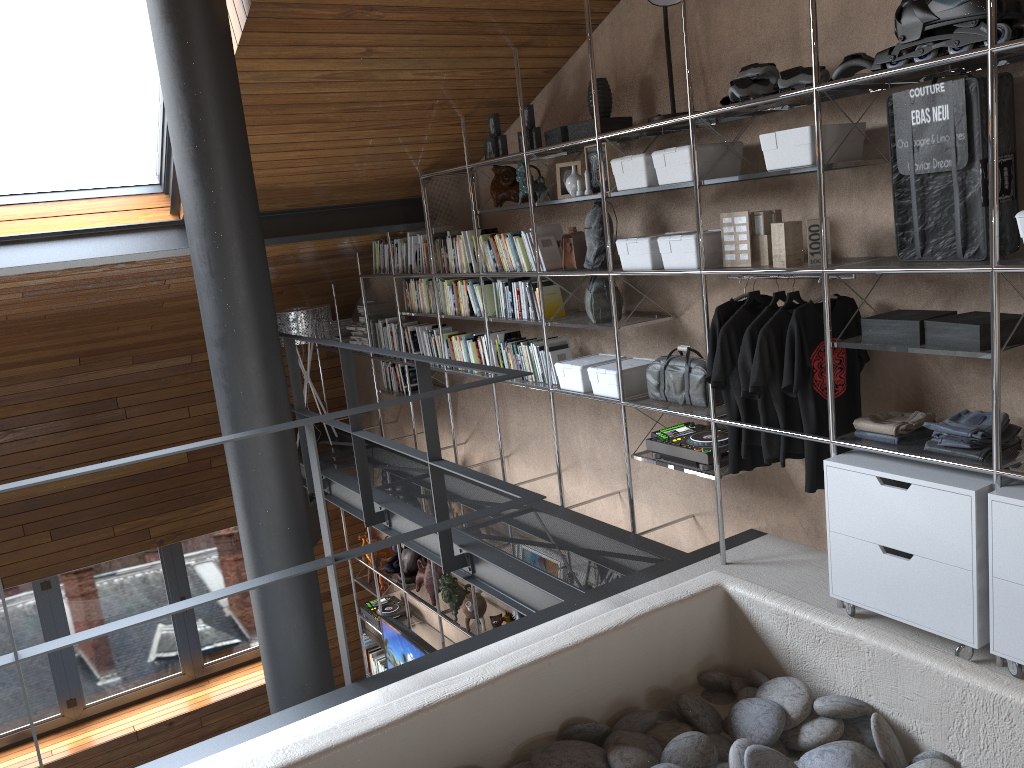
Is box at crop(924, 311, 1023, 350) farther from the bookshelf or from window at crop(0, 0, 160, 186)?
window at crop(0, 0, 160, 186)

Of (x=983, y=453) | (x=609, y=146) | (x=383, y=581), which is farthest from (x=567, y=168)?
(x=383, y=581)

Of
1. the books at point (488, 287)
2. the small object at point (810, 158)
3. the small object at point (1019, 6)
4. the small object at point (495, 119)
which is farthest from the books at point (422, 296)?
the small object at point (1019, 6)

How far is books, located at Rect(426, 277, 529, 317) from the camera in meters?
5.5

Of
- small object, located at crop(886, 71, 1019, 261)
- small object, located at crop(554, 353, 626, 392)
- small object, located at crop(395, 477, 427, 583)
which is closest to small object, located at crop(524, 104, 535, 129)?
small object, located at crop(554, 353, 626, 392)

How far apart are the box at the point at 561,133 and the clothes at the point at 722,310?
1.21m

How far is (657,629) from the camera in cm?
199

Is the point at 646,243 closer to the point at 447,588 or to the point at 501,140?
the point at 501,140

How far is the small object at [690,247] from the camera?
3.4m

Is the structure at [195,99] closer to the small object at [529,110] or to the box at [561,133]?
the box at [561,133]
